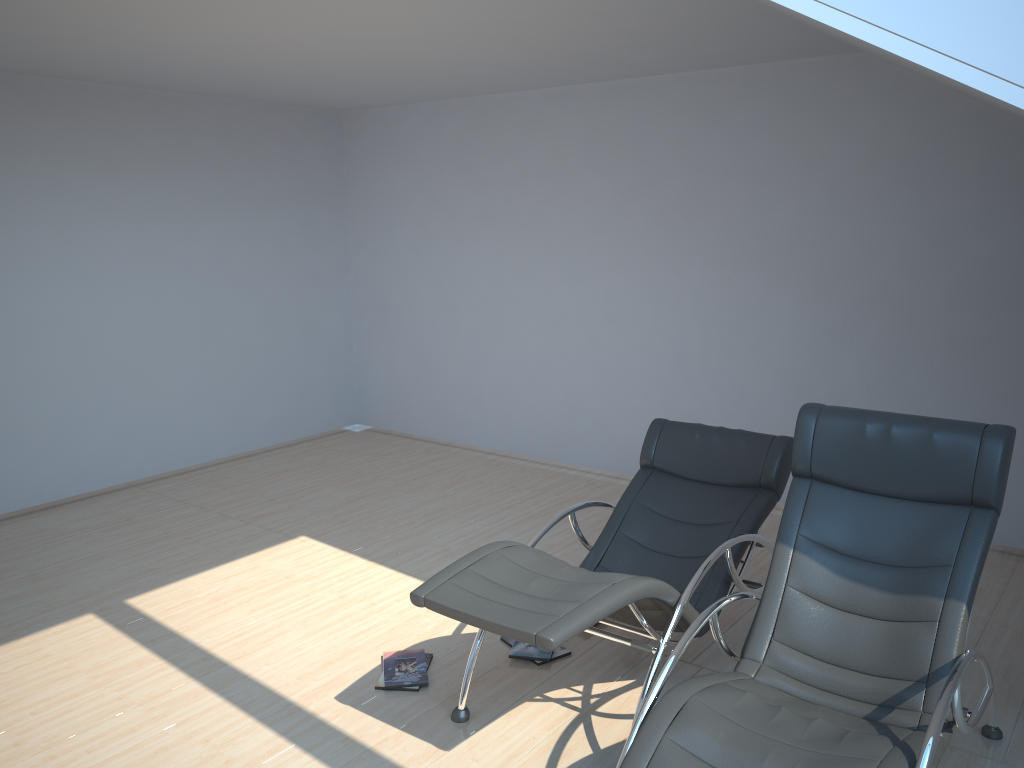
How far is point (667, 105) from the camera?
6.1 meters

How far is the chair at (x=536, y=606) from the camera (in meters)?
3.00

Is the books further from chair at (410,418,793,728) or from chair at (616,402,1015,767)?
chair at (616,402,1015,767)

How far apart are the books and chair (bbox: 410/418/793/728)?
0.29m

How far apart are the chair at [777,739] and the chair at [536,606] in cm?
21

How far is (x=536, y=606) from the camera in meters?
3.0 m

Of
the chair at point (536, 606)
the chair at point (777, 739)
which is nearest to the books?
the chair at point (536, 606)

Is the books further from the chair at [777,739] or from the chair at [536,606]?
the chair at [777,739]

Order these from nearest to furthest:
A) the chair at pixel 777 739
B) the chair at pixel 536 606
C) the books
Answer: the chair at pixel 777 739 < the chair at pixel 536 606 < the books

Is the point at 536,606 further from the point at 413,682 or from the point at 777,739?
the point at 413,682
